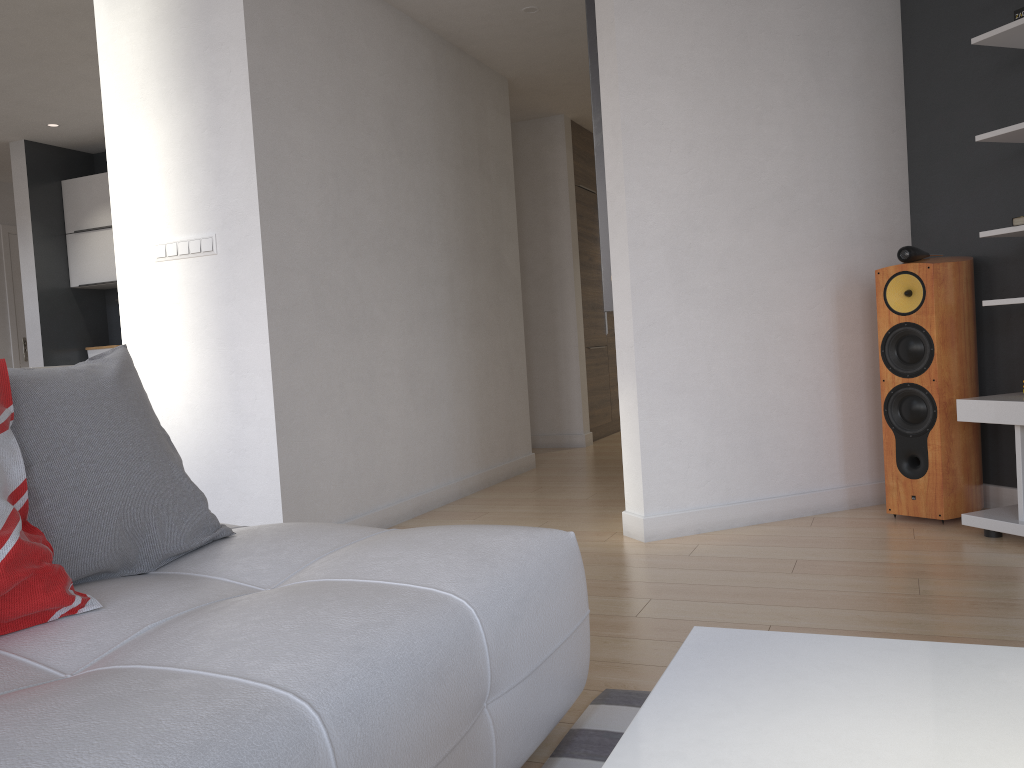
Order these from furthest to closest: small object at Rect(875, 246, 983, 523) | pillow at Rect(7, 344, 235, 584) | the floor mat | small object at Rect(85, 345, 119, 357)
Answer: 1. small object at Rect(85, 345, 119, 357)
2. small object at Rect(875, 246, 983, 523)
3. the floor mat
4. pillow at Rect(7, 344, 235, 584)

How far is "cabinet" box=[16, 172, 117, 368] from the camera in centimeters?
646cm

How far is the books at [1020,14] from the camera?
3.07m

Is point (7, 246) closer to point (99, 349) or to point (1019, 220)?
point (99, 349)

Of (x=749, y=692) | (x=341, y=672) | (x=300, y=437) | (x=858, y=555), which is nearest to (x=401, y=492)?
(x=300, y=437)

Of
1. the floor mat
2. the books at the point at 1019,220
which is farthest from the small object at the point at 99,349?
the books at the point at 1019,220

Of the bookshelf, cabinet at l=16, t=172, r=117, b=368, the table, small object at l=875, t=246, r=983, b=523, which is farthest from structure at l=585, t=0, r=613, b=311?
cabinet at l=16, t=172, r=117, b=368

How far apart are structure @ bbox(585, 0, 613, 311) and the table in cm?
266

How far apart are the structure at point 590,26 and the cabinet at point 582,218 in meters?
3.3 m

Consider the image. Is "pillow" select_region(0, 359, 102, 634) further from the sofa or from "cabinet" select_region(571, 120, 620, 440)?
"cabinet" select_region(571, 120, 620, 440)
